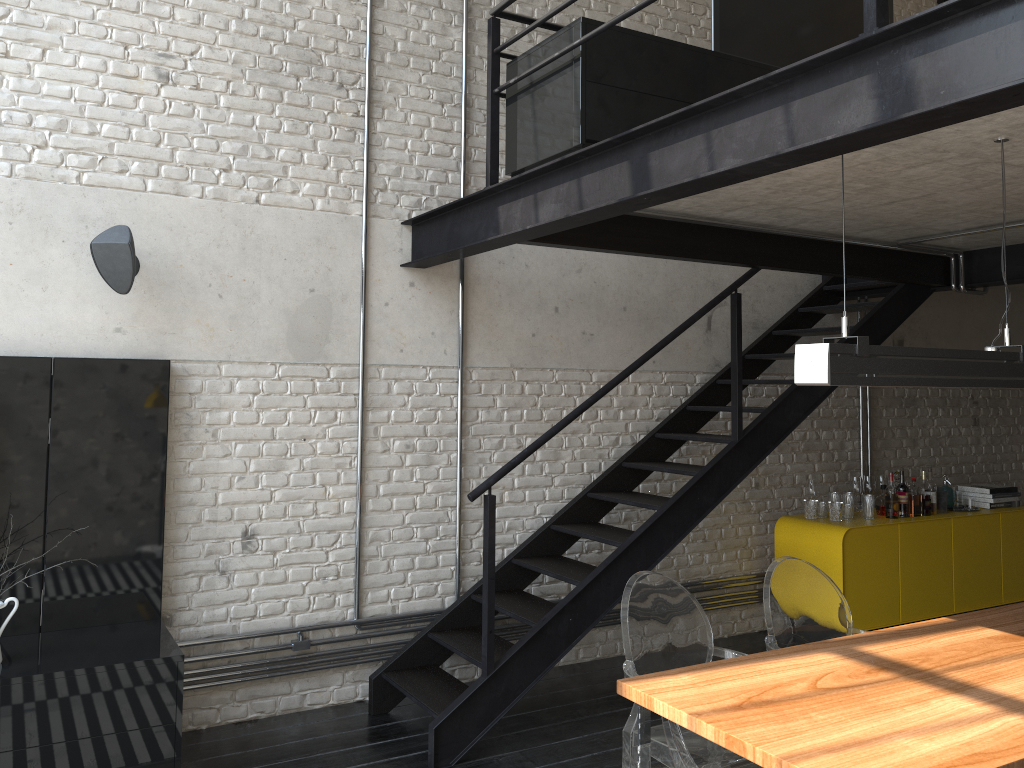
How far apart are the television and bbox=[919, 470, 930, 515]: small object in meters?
3.1

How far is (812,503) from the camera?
5.8m

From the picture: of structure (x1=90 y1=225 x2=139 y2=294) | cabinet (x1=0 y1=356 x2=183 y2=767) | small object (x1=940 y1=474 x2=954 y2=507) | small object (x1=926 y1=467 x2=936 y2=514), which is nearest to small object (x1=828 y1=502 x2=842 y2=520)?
small object (x1=926 y1=467 x2=936 y2=514)

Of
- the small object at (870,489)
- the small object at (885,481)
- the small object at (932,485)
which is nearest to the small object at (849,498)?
the small object at (870,489)

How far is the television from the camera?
4.2 meters

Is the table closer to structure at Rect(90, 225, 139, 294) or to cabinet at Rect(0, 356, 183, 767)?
cabinet at Rect(0, 356, 183, 767)

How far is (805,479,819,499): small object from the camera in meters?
5.9 m

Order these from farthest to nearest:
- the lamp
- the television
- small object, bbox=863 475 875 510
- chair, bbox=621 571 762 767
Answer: small object, bbox=863 475 875 510, the television, chair, bbox=621 571 762 767, the lamp

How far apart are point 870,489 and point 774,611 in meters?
3.2 m

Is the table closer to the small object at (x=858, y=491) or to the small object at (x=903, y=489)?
the small object at (x=903, y=489)
